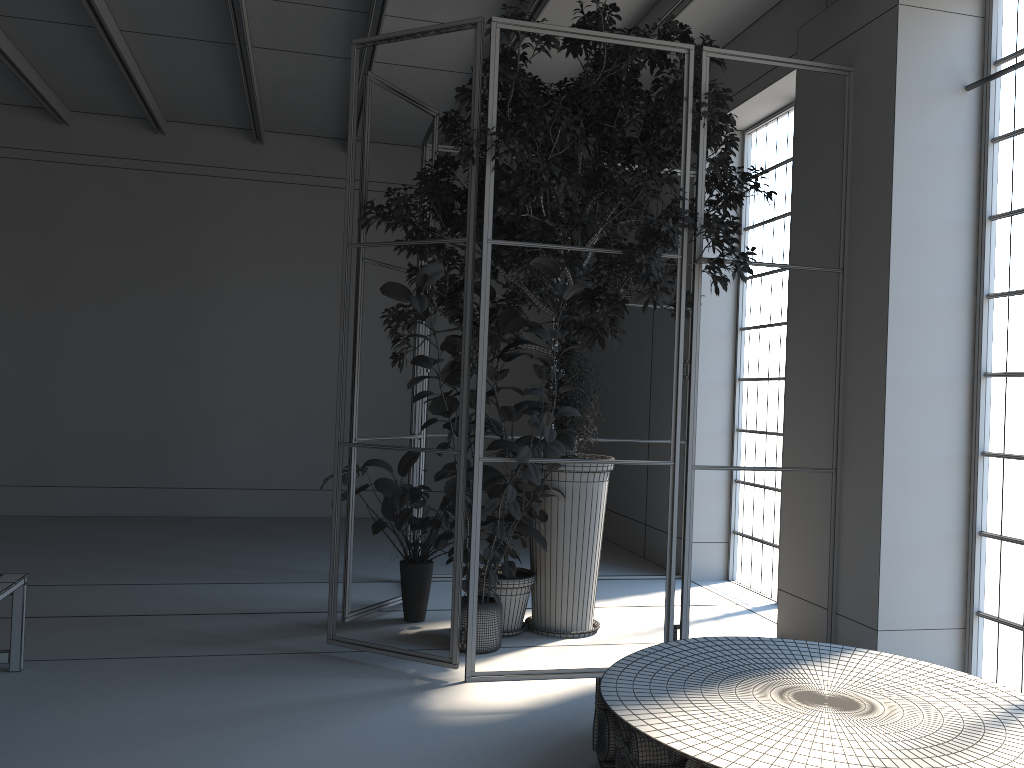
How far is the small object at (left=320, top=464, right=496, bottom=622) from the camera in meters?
5.4

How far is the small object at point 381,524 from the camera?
5.39m

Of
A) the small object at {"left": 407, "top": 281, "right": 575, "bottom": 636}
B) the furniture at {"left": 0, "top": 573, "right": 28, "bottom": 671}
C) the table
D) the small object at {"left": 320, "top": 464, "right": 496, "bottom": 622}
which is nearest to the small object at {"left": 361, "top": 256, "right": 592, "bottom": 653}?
the small object at {"left": 407, "top": 281, "right": 575, "bottom": 636}

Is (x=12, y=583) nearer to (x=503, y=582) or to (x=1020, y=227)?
(x=503, y=582)

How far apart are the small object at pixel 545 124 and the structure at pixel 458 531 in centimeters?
5cm

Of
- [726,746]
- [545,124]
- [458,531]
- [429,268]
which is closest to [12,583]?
[458,531]

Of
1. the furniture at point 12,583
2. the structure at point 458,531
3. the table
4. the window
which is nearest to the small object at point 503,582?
the structure at point 458,531

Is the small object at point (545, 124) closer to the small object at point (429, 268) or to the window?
the small object at point (429, 268)

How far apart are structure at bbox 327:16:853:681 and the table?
0.7m

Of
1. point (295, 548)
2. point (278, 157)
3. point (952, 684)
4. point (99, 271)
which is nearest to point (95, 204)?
point (99, 271)
